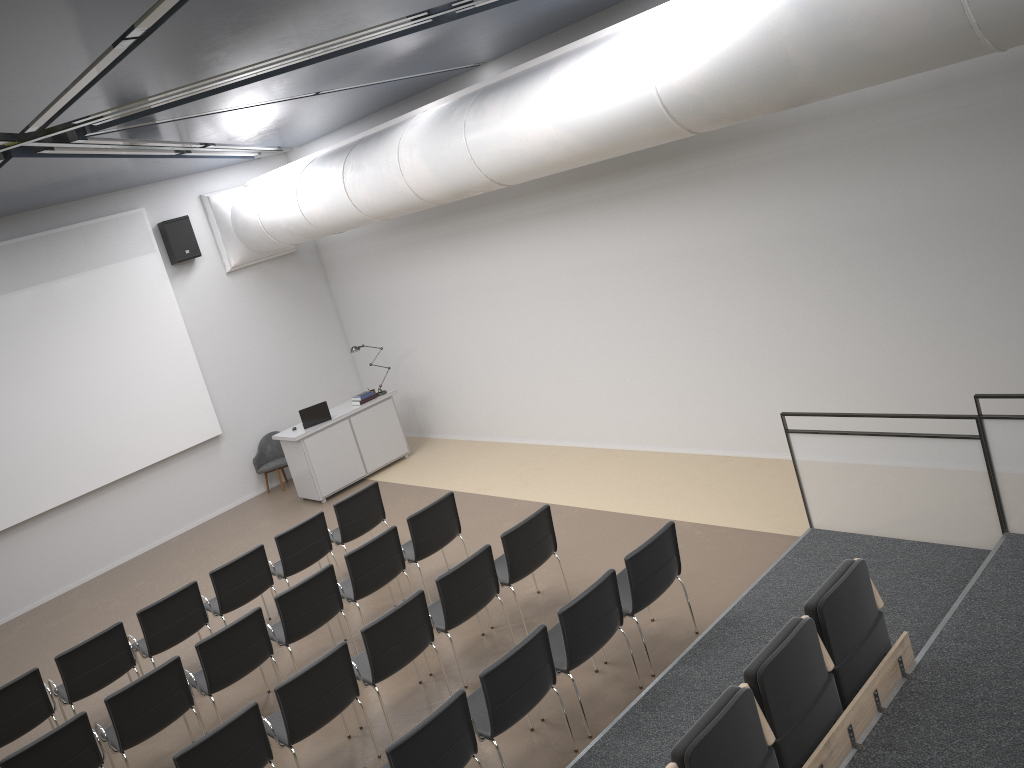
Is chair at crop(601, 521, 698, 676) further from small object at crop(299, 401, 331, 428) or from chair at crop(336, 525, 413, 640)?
small object at crop(299, 401, 331, 428)

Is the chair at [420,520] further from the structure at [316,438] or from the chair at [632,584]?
the structure at [316,438]

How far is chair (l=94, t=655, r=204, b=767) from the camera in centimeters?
640cm

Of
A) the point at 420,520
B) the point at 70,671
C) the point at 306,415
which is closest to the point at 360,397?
the point at 306,415

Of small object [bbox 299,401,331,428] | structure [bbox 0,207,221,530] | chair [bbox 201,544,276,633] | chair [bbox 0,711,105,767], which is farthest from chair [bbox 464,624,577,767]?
structure [bbox 0,207,221,530]

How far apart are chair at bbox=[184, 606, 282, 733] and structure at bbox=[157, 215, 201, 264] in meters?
6.9

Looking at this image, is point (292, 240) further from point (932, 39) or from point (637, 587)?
point (932, 39)

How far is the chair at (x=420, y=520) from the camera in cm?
811

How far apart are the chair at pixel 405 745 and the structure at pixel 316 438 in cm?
696

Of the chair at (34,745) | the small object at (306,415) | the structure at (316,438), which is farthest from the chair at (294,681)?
the small object at (306,415)
